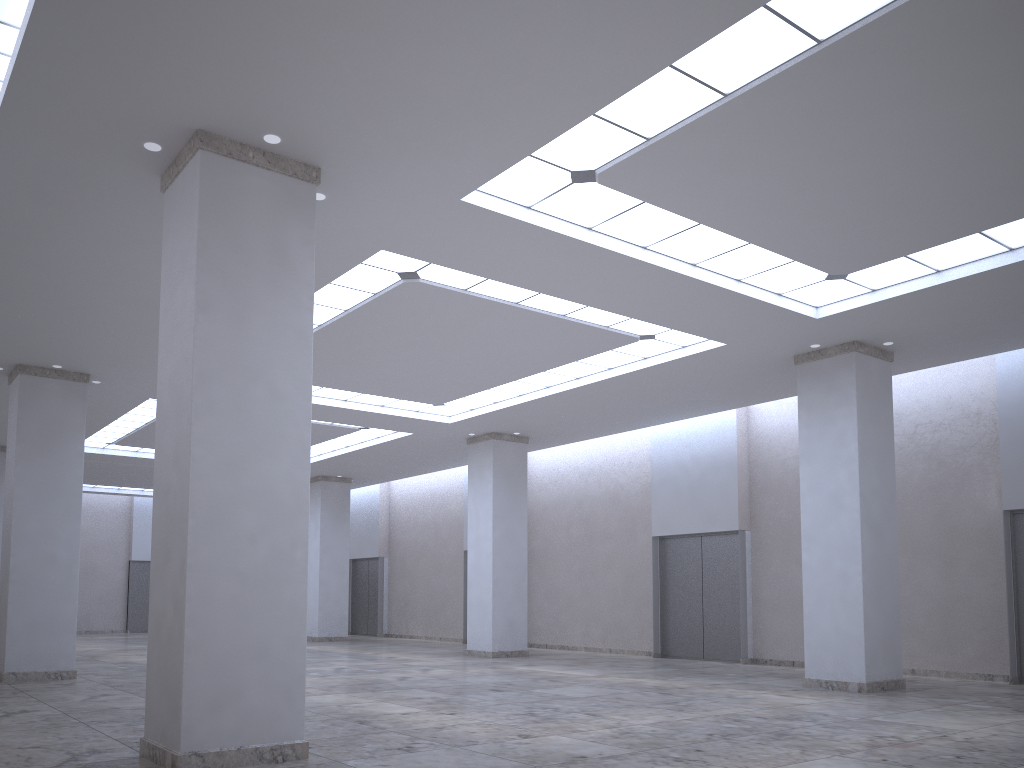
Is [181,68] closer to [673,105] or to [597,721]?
[673,105]
